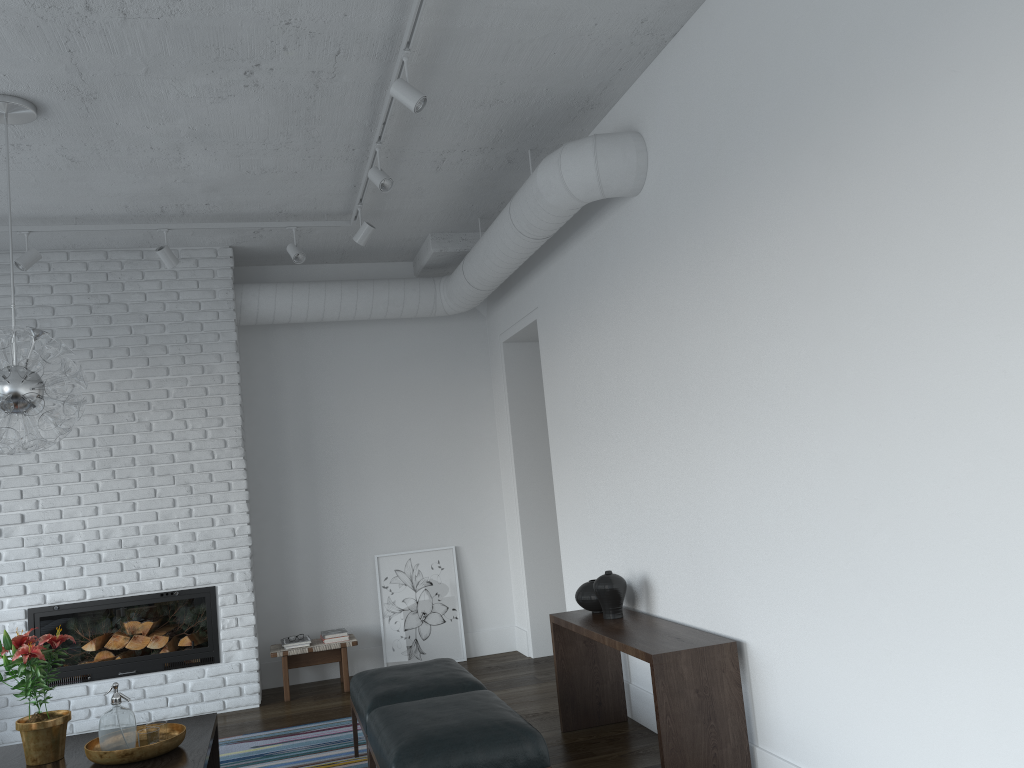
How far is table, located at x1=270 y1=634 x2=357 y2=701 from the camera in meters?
6.2 m

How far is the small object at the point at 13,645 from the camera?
3.6m

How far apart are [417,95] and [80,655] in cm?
441

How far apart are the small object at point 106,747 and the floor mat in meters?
1.2 m

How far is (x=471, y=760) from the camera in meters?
3.2 m

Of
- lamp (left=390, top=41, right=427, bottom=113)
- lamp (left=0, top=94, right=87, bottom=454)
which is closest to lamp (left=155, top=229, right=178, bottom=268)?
lamp (left=0, top=94, right=87, bottom=454)

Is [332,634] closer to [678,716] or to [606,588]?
[606,588]

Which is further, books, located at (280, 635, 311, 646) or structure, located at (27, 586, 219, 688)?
books, located at (280, 635, 311, 646)

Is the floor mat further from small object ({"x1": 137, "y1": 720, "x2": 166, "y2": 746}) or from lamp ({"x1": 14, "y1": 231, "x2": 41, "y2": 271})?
lamp ({"x1": 14, "y1": 231, "x2": 41, "y2": 271})

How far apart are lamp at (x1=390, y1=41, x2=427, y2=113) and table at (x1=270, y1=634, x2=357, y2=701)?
4.0m
